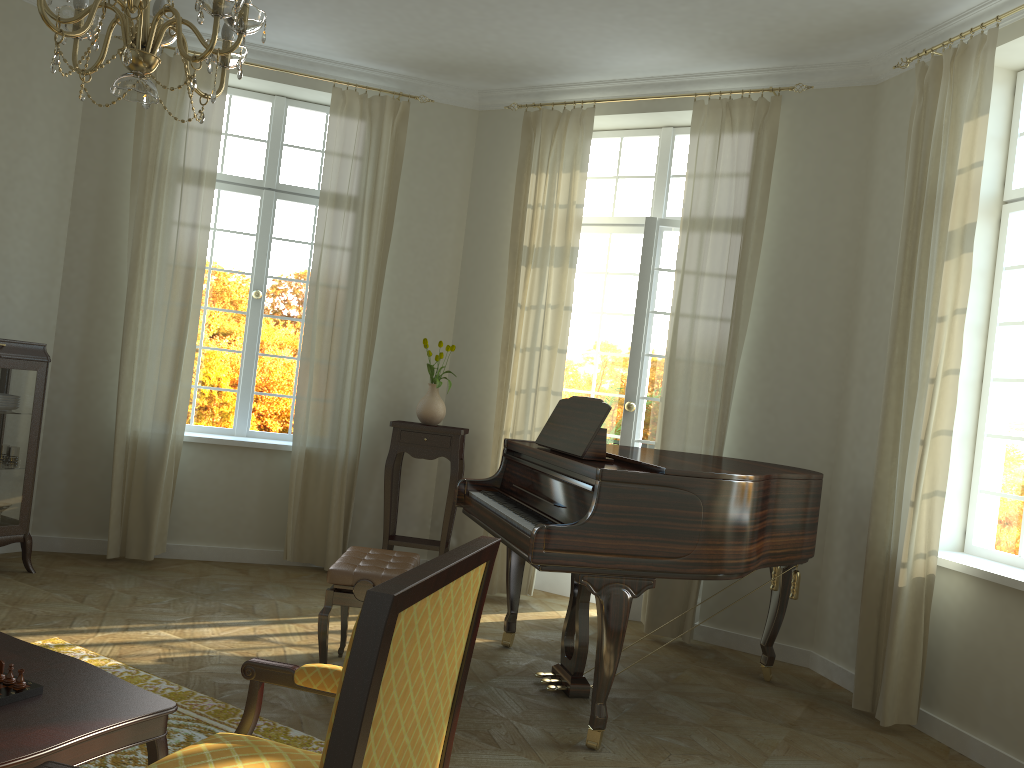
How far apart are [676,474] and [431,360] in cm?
327

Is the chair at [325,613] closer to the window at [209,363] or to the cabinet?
the cabinet

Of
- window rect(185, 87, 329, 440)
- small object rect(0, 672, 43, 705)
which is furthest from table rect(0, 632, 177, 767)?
window rect(185, 87, 329, 440)

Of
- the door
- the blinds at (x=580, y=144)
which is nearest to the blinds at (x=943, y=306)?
the door

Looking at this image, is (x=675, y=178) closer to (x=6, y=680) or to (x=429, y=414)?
(x=429, y=414)

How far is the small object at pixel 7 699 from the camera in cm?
223

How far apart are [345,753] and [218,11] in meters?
2.0

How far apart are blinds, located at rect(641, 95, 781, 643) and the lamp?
3.3 meters

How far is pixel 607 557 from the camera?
3.58m

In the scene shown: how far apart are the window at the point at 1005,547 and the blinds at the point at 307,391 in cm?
383
